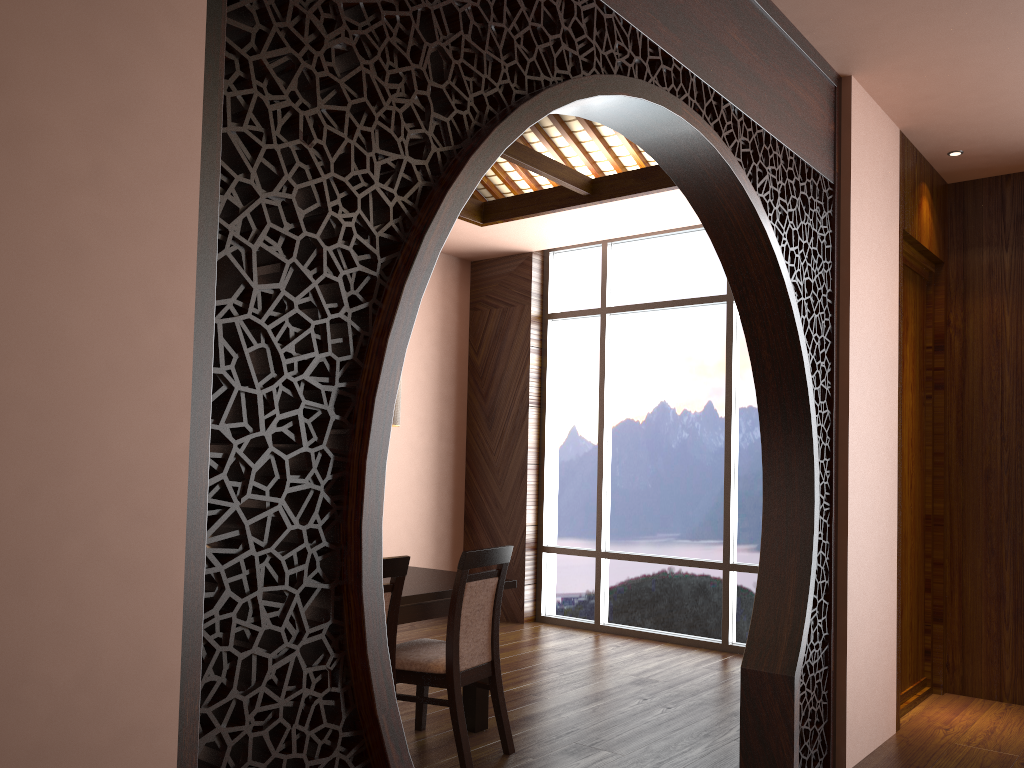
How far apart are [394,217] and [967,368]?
4.2 meters

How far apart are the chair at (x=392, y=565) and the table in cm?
32

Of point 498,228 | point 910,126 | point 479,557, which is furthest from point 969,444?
point 498,228

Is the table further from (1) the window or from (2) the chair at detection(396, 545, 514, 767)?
(1) the window

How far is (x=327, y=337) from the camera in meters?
1.5

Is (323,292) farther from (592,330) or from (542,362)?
(542,362)

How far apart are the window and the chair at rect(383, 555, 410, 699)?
3.2m

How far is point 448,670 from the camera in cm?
337

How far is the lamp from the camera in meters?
4.0

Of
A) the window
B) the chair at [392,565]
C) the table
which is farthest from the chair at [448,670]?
the window
